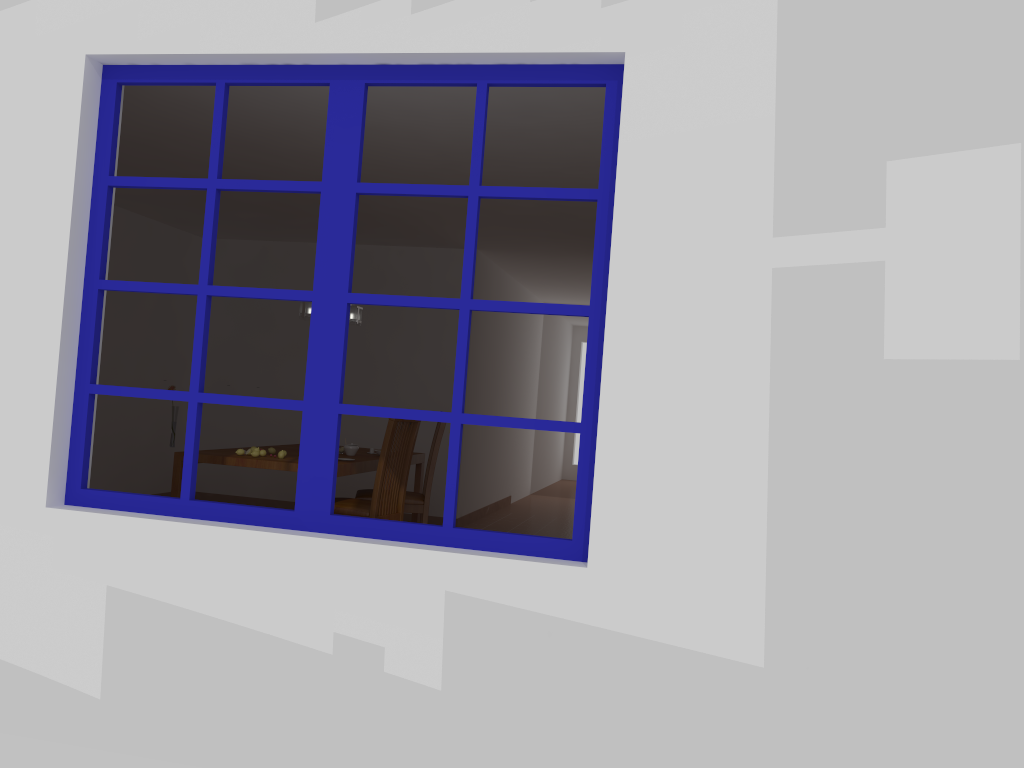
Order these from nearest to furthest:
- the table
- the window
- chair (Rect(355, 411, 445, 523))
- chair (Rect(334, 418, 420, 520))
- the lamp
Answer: the window, the table, chair (Rect(334, 418, 420, 520)), the lamp, chair (Rect(355, 411, 445, 523))

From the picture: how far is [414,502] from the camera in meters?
5.7 m

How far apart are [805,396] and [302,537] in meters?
1.5

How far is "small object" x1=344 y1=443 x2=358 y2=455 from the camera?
5.6m

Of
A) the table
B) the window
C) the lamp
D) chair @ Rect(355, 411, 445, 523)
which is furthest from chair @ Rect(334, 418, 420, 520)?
the window

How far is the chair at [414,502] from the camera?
5.71m

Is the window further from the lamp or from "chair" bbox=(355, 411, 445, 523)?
"chair" bbox=(355, 411, 445, 523)

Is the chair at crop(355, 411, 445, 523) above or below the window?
below

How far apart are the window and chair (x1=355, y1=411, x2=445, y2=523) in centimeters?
286cm

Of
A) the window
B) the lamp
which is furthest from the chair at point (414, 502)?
the window
